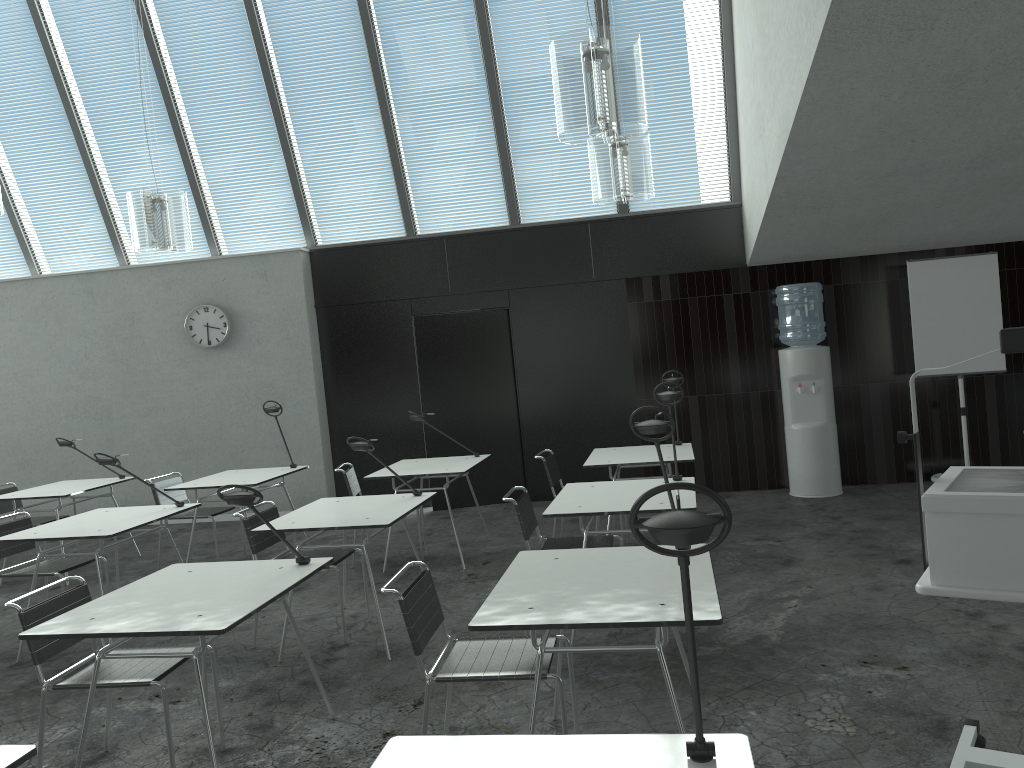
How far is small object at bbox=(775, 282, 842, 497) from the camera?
7.28m

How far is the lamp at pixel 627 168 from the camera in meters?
5.0 m

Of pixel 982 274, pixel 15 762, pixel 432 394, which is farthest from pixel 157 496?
pixel 982 274

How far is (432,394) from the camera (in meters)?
8.14

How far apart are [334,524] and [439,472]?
1.7 meters

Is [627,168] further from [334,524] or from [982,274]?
[982,274]

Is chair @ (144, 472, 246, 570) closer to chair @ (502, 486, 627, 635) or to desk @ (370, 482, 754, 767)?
chair @ (502, 486, 627, 635)

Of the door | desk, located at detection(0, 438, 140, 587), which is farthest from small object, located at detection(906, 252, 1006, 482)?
desk, located at detection(0, 438, 140, 587)

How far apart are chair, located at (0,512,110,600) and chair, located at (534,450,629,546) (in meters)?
2.84

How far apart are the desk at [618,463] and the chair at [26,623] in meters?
2.9
